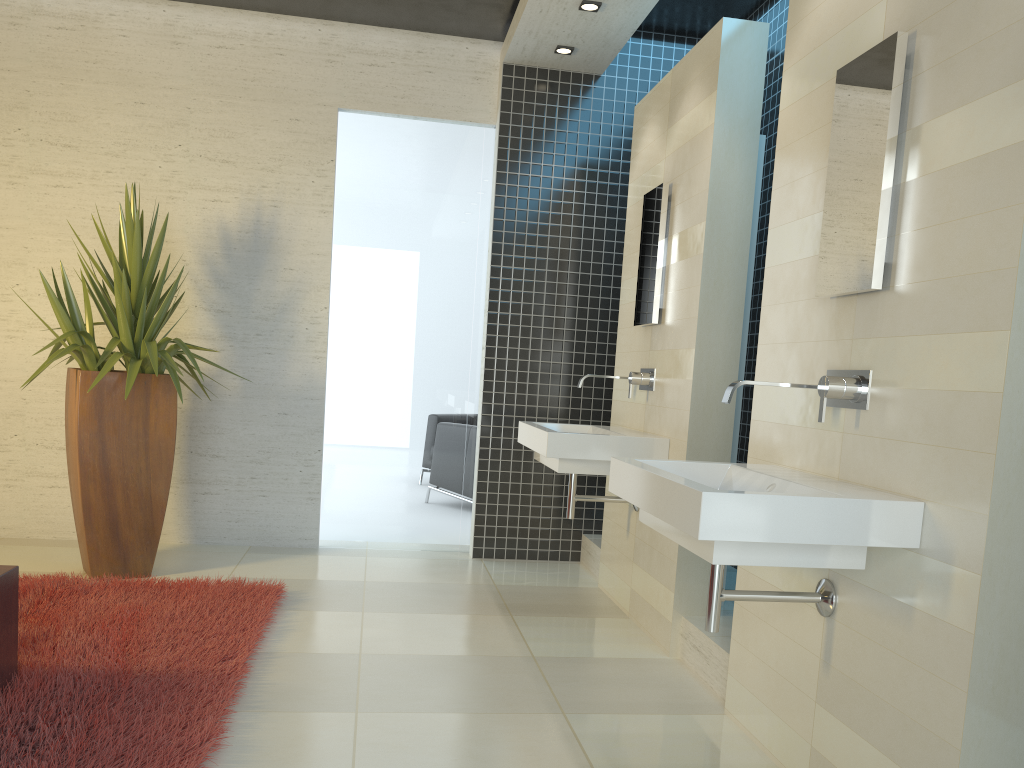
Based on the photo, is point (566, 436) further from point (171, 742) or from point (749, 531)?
point (171, 742)

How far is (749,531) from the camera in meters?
2.1

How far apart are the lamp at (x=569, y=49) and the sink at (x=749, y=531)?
3.3 meters

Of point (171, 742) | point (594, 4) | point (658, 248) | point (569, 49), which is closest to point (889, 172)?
point (658, 248)

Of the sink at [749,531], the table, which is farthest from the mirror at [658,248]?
the table

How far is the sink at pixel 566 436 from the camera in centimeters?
402cm

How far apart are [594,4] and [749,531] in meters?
3.5 m

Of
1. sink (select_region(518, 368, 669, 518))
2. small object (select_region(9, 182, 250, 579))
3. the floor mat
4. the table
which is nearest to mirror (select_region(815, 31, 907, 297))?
sink (select_region(518, 368, 669, 518))

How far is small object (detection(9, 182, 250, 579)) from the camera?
4.45m

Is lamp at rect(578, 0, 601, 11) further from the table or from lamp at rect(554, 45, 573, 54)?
A: the table
